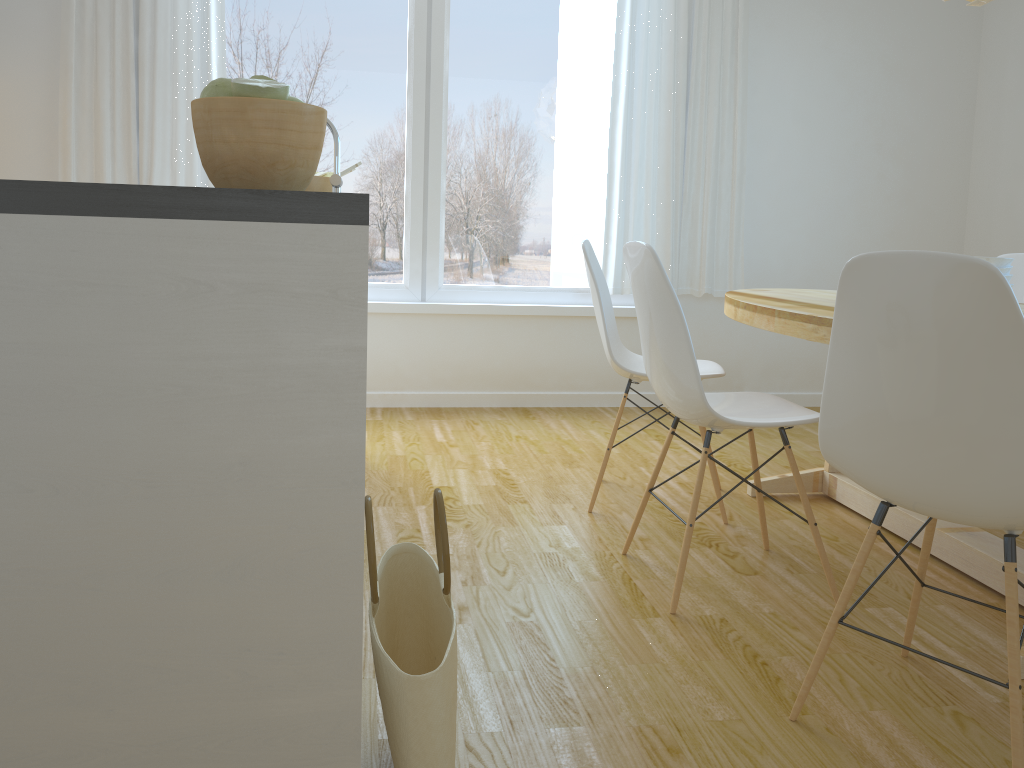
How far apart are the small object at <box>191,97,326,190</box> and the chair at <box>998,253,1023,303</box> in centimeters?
311cm

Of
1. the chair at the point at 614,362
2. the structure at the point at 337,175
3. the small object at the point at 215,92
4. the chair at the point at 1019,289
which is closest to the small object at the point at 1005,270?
the chair at the point at 614,362

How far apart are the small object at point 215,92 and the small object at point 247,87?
0.0m

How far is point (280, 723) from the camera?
1.2m

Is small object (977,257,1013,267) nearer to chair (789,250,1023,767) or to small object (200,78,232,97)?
chair (789,250,1023,767)

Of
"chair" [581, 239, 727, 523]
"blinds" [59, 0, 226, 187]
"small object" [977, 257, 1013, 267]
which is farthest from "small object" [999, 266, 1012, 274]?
"blinds" [59, 0, 226, 187]

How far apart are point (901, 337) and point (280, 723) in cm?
111

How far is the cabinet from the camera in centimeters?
107cm

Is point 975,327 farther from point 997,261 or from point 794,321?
point 997,261

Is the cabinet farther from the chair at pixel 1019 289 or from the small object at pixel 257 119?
the chair at pixel 1019 289
